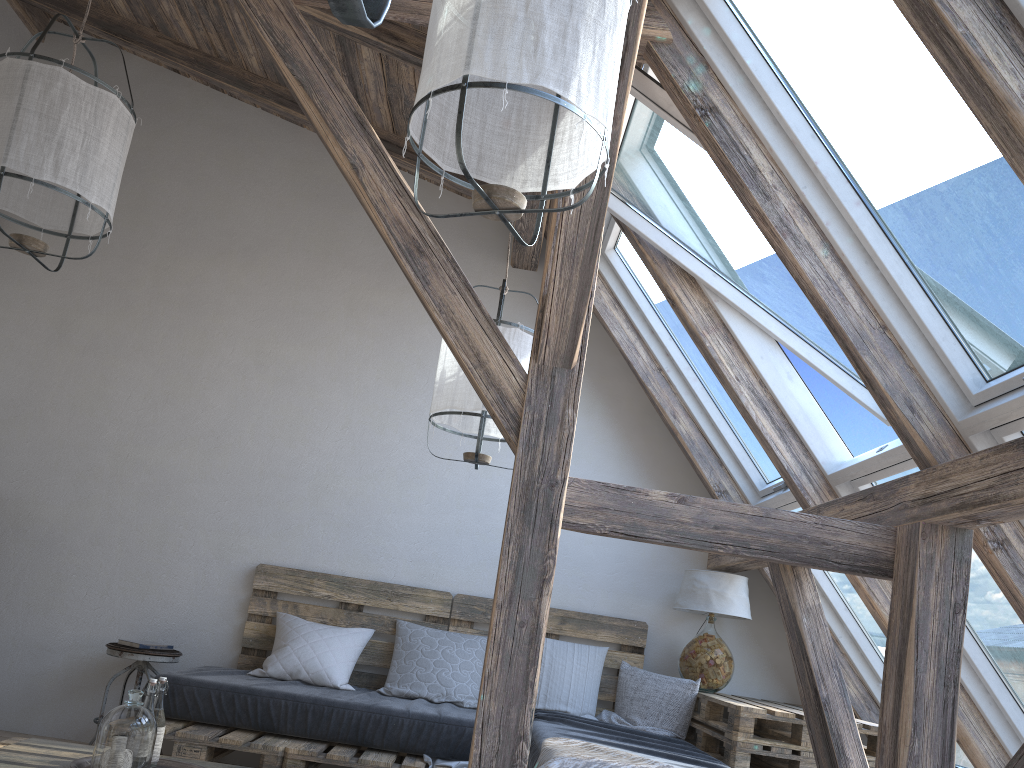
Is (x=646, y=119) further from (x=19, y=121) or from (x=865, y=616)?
(x=865, y=616)

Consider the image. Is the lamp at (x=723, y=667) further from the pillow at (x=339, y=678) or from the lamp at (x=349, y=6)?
the lamp at (x=349, y=6)

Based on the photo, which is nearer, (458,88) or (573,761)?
(458,88)

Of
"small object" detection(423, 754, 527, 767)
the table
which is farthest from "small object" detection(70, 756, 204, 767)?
the table

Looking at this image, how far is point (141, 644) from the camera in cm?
402

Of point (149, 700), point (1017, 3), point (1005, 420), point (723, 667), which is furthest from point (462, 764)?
point (1017, 3)

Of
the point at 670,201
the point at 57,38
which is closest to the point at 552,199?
the point at 670,201

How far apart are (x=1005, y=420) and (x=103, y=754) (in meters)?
2.53

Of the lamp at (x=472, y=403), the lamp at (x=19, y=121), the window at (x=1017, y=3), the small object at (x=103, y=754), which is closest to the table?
the lamp at (x=472, y=403)

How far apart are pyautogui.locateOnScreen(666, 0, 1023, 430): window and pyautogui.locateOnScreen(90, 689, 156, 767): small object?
2.4m
